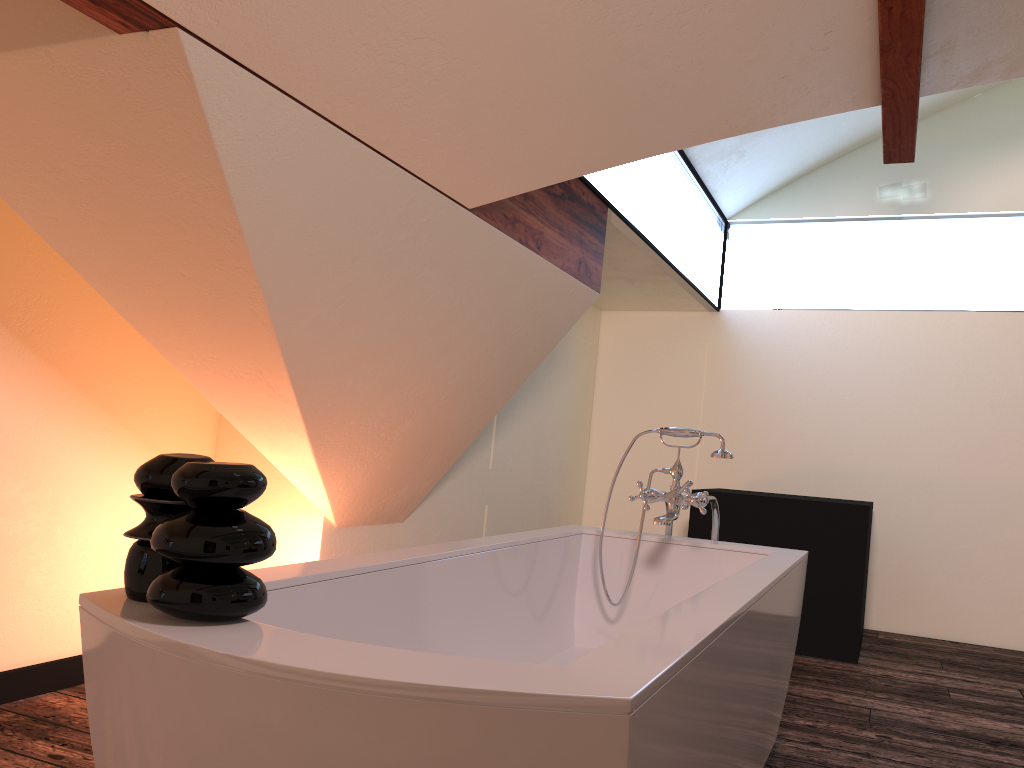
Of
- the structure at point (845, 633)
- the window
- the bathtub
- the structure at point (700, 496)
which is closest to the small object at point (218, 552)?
the bathtub

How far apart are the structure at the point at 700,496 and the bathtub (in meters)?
0.14

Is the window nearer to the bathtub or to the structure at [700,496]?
the structure at [700,496]

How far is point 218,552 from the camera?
1.09m

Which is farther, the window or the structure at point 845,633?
the structure at point 845,633

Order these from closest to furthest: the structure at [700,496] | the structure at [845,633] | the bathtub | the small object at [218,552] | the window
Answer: the bathtub, the small object at [218,552], the structure at [700,496], the window, the structure at [845,633]

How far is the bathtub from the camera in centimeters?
92cm

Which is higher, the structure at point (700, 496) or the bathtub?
the structure at point (700, 496)

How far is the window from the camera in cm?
390

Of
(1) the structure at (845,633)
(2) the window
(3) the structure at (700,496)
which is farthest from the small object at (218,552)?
(1) the structure at (845,633)
